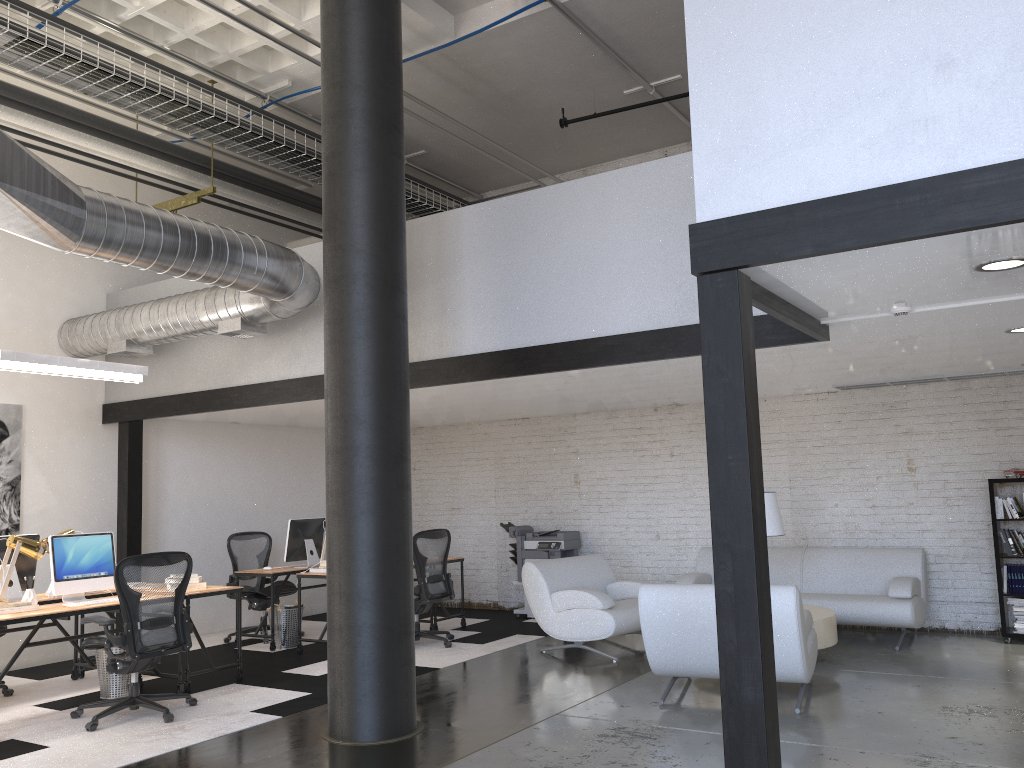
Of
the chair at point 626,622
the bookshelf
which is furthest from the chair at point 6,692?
the bookshelf

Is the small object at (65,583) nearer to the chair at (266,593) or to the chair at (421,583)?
the chair at (266,593)

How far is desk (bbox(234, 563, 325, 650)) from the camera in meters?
8.3

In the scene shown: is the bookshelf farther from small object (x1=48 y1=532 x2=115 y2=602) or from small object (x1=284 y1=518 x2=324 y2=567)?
small object (x1=48 y1=532 x2=115 y2=602)

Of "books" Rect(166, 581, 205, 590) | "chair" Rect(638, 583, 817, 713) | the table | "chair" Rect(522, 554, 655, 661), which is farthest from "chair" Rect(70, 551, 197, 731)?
the table

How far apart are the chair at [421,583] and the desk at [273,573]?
1.23m

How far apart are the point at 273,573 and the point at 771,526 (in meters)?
4.53

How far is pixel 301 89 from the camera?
8.3m

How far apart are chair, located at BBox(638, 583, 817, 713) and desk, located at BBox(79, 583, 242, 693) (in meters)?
3.26

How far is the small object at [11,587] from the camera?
6.4m
